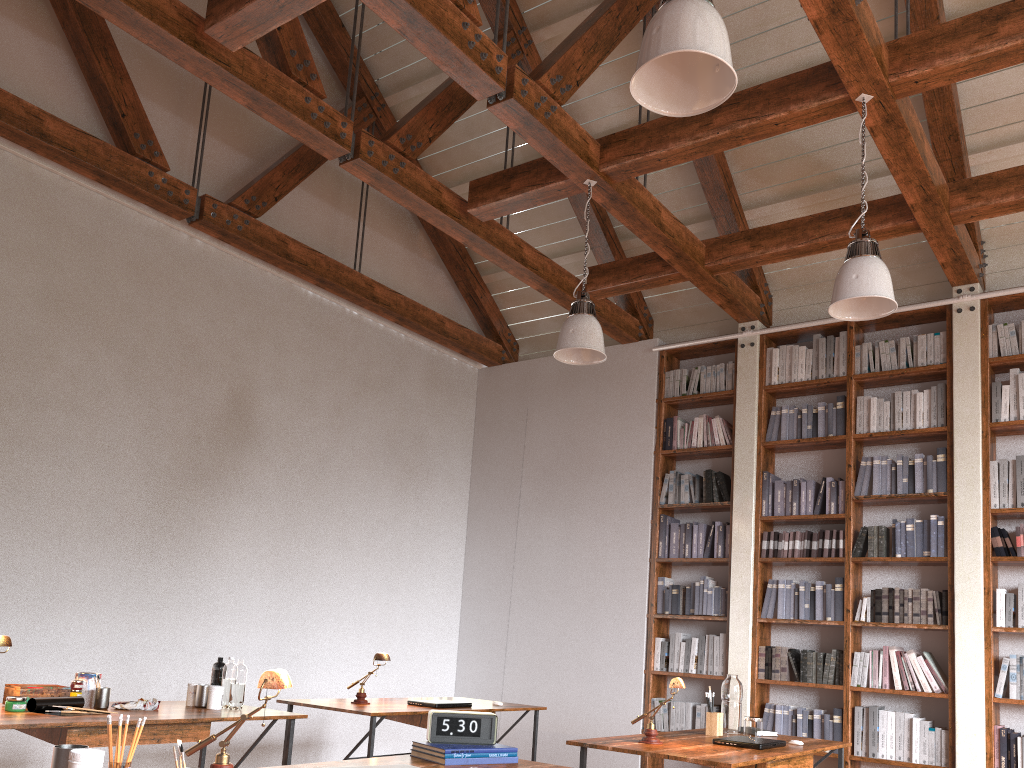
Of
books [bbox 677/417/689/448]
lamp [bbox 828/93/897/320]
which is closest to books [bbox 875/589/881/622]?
books [bbox 677/417/689/448]

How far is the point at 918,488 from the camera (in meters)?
5.84

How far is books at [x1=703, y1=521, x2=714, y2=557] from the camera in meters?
6.6

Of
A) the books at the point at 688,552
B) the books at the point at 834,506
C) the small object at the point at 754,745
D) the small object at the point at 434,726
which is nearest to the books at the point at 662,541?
the books at the point at 688,552

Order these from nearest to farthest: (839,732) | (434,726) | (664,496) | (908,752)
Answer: (434,726)
(908,752)
(839,732)
(664,496)

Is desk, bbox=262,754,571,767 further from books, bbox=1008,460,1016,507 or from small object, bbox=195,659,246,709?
books, bbox=1008,460,1016,507

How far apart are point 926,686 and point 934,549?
0.84m

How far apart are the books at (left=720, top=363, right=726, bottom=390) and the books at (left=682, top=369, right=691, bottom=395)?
0.31m

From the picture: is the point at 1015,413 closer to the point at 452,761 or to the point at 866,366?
the point at 866,366

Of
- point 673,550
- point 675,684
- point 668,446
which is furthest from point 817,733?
point 675,684
